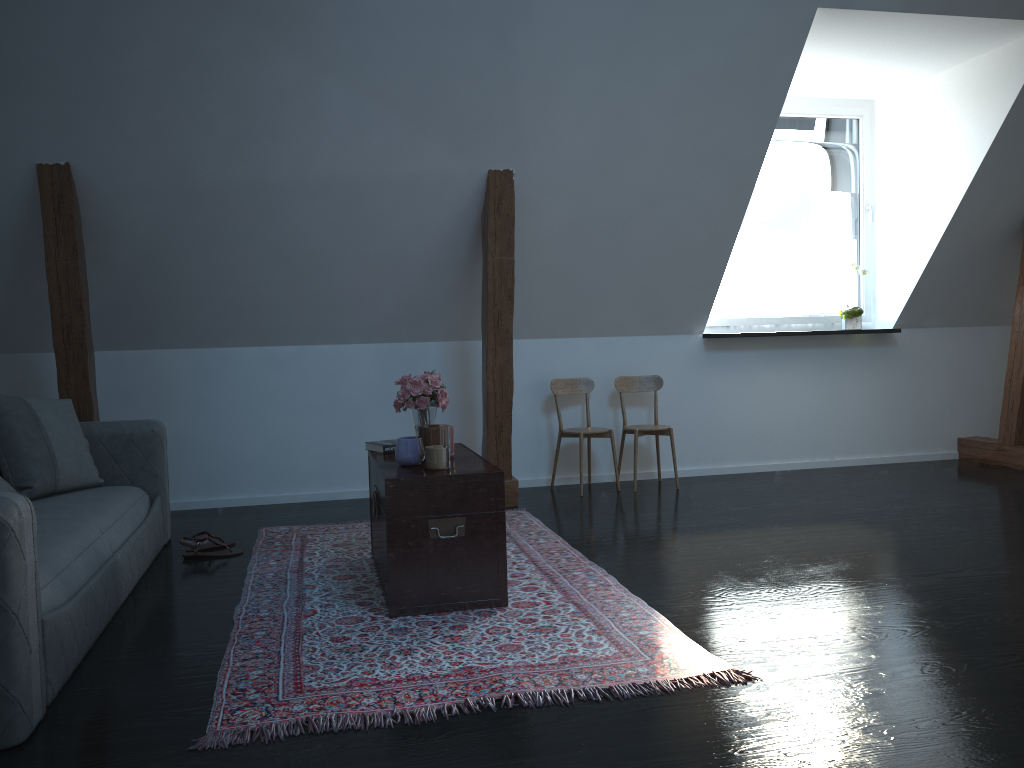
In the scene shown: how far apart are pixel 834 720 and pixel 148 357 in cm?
428

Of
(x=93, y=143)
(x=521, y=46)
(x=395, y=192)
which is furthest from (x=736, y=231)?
(x=93, y=143)

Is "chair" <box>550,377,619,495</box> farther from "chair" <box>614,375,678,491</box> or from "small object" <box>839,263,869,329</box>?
"small object" <box>839,263,869,329</box>

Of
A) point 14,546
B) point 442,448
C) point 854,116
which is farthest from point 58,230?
point 854,116

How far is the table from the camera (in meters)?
A: 3.09

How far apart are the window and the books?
3.0 meters

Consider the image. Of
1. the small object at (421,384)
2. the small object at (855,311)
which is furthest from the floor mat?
the small object at (855,311)

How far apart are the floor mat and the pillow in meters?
0.8

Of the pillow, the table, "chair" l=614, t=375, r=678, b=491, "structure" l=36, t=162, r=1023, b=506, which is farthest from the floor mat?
"chair" l=614, t=375, r=678, b=491

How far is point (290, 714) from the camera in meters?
2.3 m
